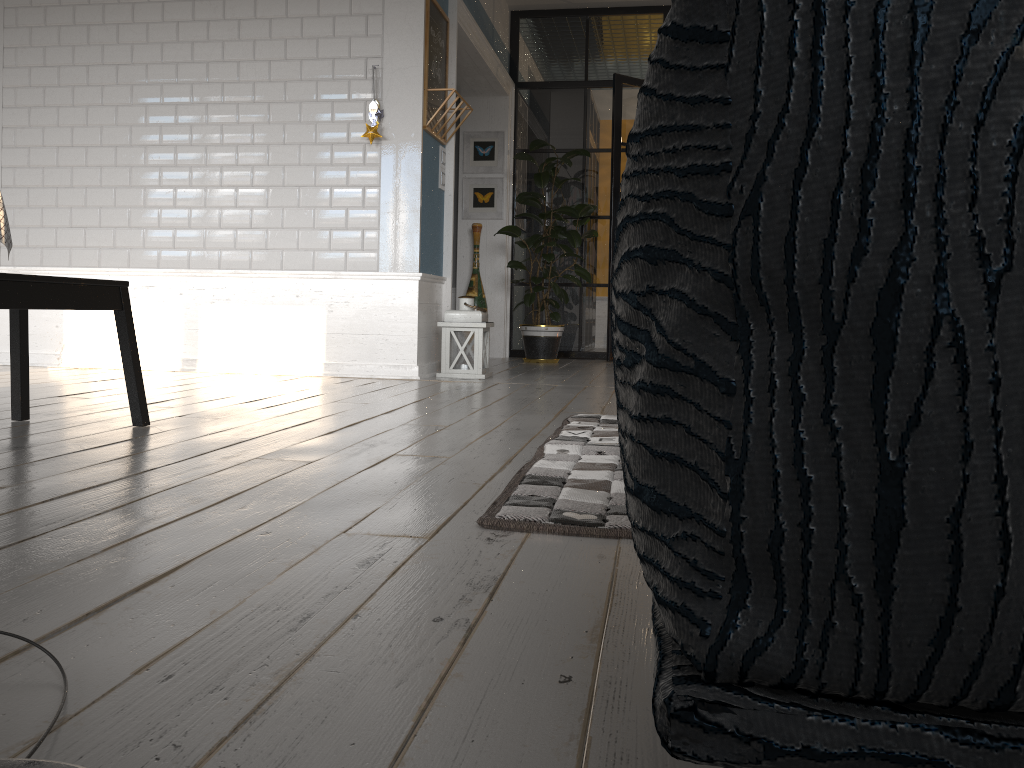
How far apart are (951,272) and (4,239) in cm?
319

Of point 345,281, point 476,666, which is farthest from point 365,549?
point 345,281

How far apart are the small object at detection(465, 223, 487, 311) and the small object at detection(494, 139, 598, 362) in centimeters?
39cm

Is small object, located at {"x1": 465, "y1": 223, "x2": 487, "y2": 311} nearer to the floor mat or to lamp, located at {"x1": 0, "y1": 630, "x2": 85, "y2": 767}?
the floor mat

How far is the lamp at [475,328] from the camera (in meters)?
5.09

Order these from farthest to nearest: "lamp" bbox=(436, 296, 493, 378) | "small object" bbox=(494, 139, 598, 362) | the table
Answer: "small object" bbox=(494, 139, 598, 362) < "lamp" bbox=(436, 296, 493, 378) < the table

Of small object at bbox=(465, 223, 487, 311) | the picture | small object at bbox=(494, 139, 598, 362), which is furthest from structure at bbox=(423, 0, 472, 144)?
the picture

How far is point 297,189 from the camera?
4.97m

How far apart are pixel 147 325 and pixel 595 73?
4.24m

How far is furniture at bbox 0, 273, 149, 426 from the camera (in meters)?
2.29
